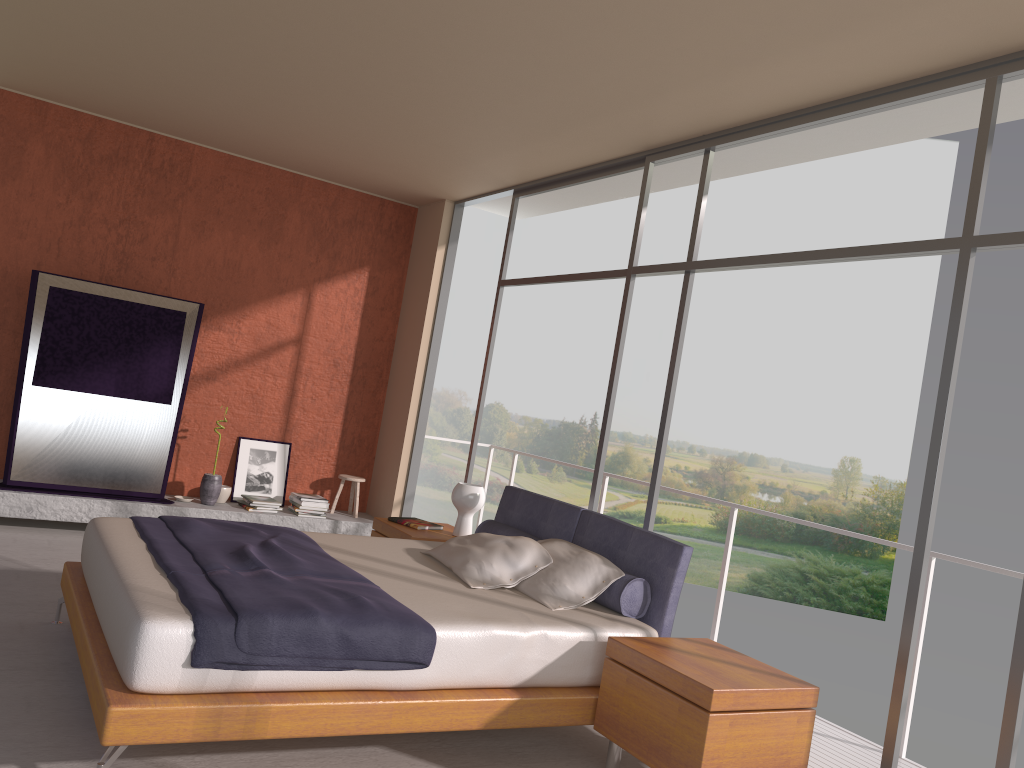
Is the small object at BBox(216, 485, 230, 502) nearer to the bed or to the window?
the window

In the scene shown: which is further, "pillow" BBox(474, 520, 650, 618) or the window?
"pillow" BBox(474, 520, 650, 618)

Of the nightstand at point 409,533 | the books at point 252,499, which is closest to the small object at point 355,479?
the books at point 252,499

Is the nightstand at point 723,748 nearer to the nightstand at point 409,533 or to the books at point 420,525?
the nightstand at point 409,533

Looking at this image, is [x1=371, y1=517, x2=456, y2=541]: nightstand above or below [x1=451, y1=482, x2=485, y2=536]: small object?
below

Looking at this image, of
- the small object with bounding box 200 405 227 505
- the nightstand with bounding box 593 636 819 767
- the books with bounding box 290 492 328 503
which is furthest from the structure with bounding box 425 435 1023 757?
the small object with bounding box 200 405 227 505

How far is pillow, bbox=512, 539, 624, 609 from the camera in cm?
410

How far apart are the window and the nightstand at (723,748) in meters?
0.4 m

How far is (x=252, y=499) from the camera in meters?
7.2 m

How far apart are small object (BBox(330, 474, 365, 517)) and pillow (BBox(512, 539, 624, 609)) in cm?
348
